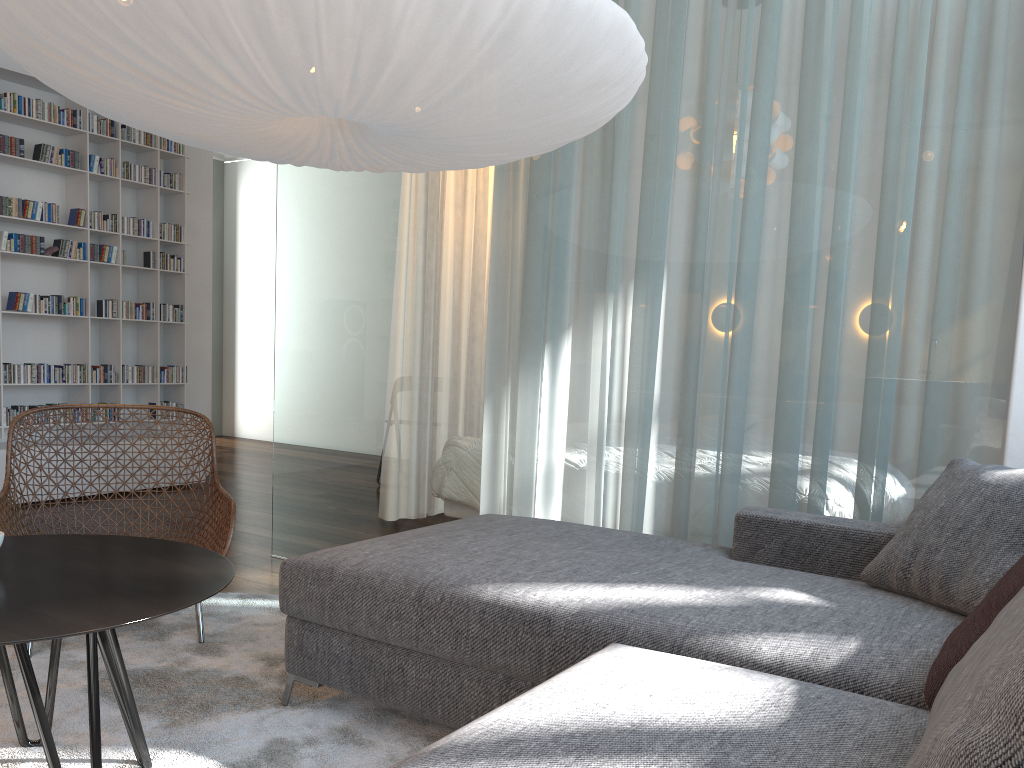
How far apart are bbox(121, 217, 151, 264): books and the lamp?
3.6 meters

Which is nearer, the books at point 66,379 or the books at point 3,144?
the books at point 3,144

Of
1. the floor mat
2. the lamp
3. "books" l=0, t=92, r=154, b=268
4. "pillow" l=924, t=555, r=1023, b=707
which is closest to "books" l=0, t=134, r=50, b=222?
"books" l=0, t=92, r=154, b=268

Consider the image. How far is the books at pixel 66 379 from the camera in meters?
5.2 m

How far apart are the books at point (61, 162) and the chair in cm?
268

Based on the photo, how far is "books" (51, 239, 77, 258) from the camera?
5.2 meters

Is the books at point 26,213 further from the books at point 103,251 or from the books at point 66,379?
the books at point 66,379

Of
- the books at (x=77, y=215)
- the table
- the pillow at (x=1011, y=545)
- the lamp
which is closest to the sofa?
the pillow at (x=1011, y=545)

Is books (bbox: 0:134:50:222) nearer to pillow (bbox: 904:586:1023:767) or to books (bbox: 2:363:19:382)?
books (bbox: 2:363:19:382)

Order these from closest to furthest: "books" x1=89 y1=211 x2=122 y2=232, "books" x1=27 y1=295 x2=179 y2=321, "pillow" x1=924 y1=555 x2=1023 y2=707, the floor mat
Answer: "pillow" x1=924 y1=555 x2=1023 y2=707 → the floor mat → "books" x1=27 y1=295 x2=179 y2=321 → "books" x1=89 y1=211 x2=122 y2=232
